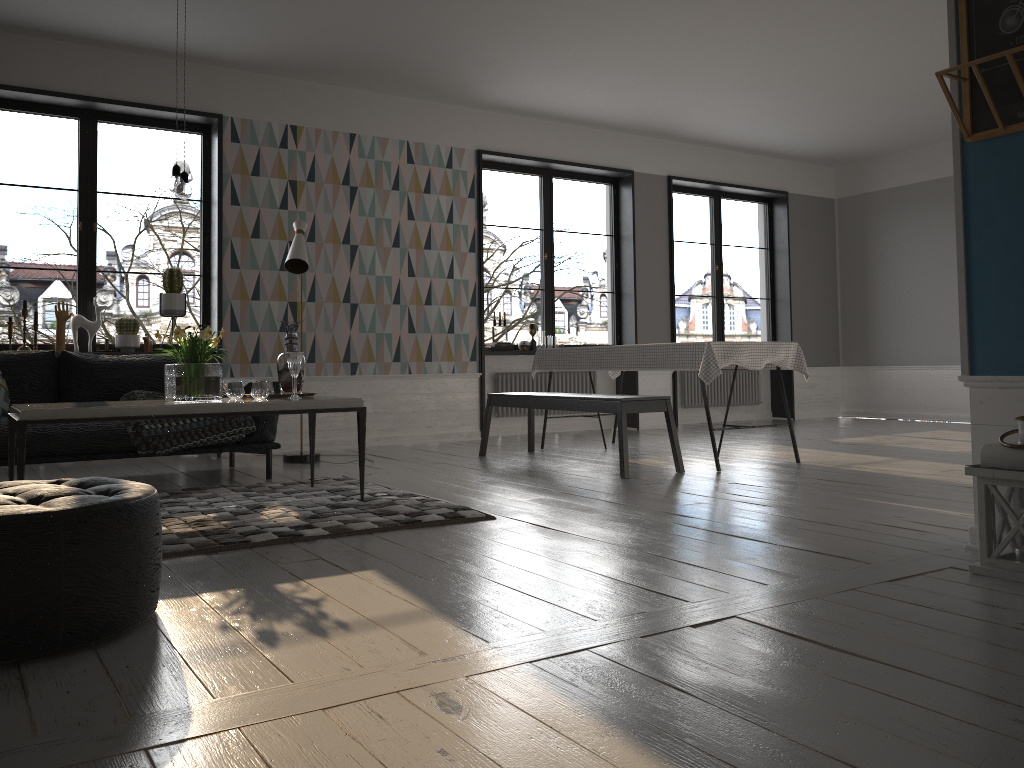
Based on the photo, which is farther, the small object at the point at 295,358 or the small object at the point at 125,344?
the small object at the point at 125,344

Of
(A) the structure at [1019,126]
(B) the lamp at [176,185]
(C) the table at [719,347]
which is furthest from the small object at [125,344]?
(A) the structure at [1019,126]

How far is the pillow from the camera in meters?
4.8 m

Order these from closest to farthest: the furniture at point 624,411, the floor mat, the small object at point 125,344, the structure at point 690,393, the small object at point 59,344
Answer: the floor mat → the furniture at point 624,411 → the small object at point 59,344 → the small object at point 125,344 → the structure at point 690,393

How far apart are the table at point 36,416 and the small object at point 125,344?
2.4m

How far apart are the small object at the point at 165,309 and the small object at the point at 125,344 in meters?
0.2 m

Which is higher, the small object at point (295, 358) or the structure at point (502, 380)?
the small object at point (295, 358)

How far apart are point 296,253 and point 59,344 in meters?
1.8

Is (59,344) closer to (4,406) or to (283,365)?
(4,406)

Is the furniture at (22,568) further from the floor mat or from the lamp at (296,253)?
the lamp at (296,253)
